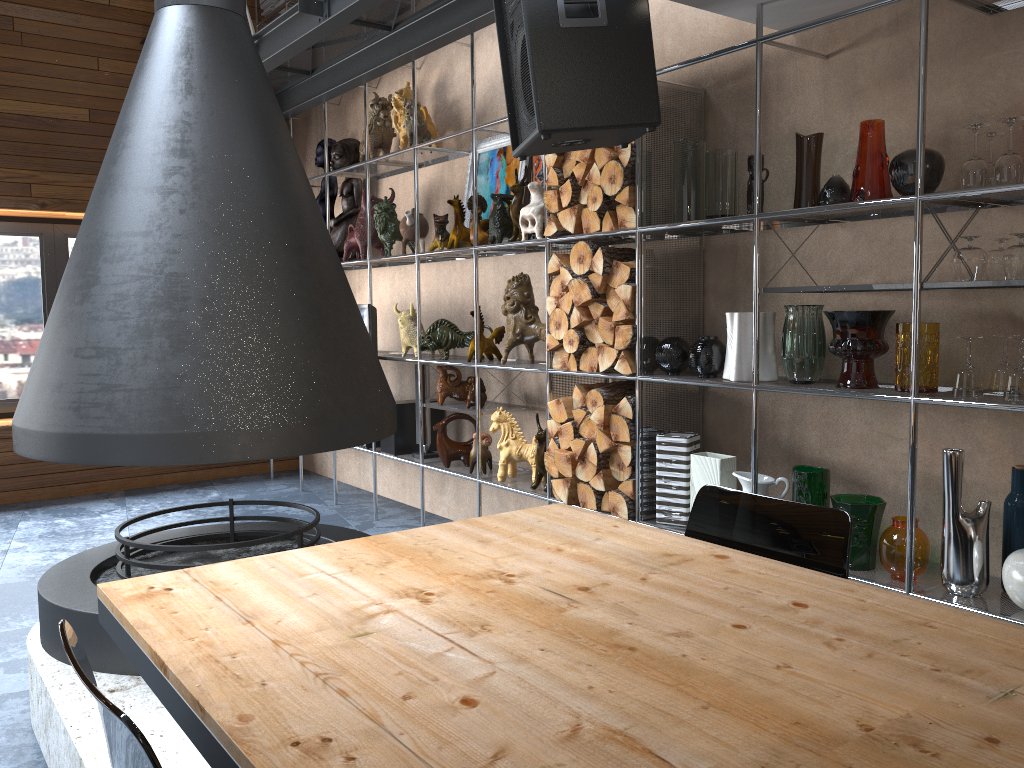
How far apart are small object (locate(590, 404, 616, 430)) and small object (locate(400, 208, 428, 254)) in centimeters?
182cm

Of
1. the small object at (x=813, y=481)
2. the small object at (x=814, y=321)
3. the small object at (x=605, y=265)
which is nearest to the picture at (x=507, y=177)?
the small object at (x=605, y=265)

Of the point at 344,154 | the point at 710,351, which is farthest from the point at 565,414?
the point at 344,154

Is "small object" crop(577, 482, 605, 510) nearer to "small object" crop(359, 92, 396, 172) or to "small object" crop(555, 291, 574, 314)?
"small object" crop(555, 291, 574, 314)

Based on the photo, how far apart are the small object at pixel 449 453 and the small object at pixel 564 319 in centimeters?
111cm

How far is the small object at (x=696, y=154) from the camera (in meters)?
3.27

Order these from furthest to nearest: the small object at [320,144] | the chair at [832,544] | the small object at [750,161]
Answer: the small object at [320,144]
the small object at [750,161]
the chair at [832,544]

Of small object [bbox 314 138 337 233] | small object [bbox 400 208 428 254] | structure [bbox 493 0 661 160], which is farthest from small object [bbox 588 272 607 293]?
small object [bbox 314 138 337 233]

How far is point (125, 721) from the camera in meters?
1.0 m

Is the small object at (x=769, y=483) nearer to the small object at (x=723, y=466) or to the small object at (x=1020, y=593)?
the small object at (x=723, y=466)
